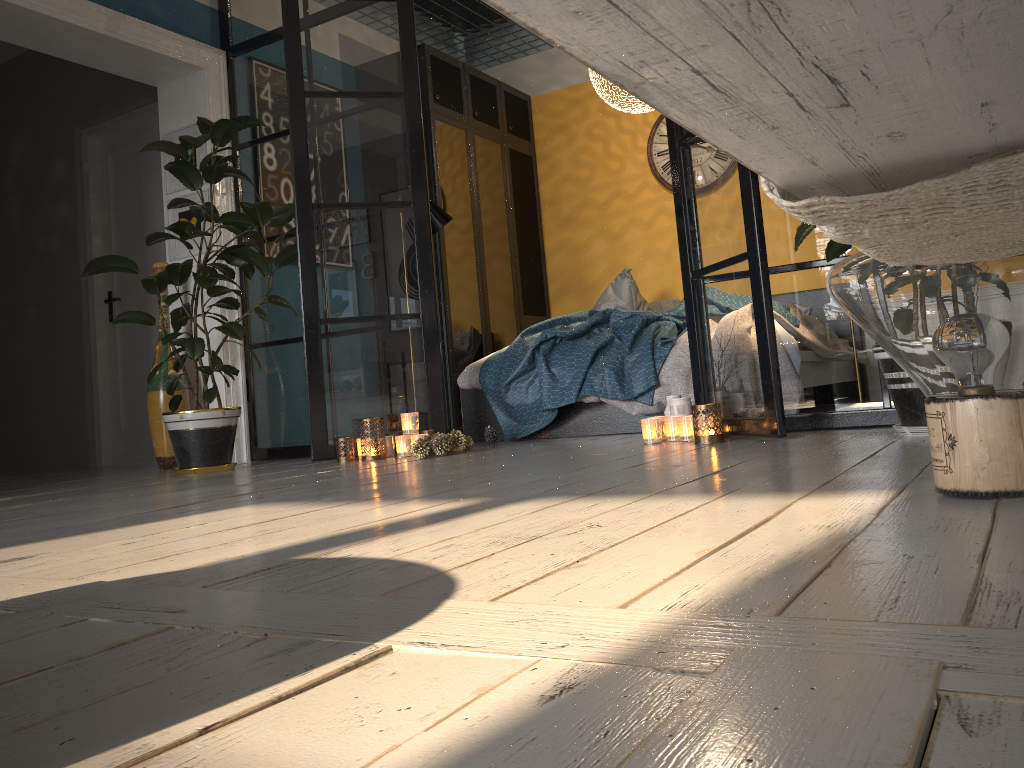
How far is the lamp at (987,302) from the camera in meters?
1.3 m

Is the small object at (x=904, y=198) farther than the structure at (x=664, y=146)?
No

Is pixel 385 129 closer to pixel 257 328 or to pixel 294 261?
pixel 294 261

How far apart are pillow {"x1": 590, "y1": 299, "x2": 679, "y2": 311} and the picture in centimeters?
302cm

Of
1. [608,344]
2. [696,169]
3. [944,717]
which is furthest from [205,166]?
[944,717]

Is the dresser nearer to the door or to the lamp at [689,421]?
the door

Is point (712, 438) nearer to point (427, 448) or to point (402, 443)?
point (427, 448)

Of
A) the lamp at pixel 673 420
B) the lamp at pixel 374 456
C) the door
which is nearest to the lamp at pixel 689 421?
the lamp at pixel 673 420

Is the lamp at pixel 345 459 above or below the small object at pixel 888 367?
below

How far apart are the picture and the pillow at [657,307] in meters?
3.0
